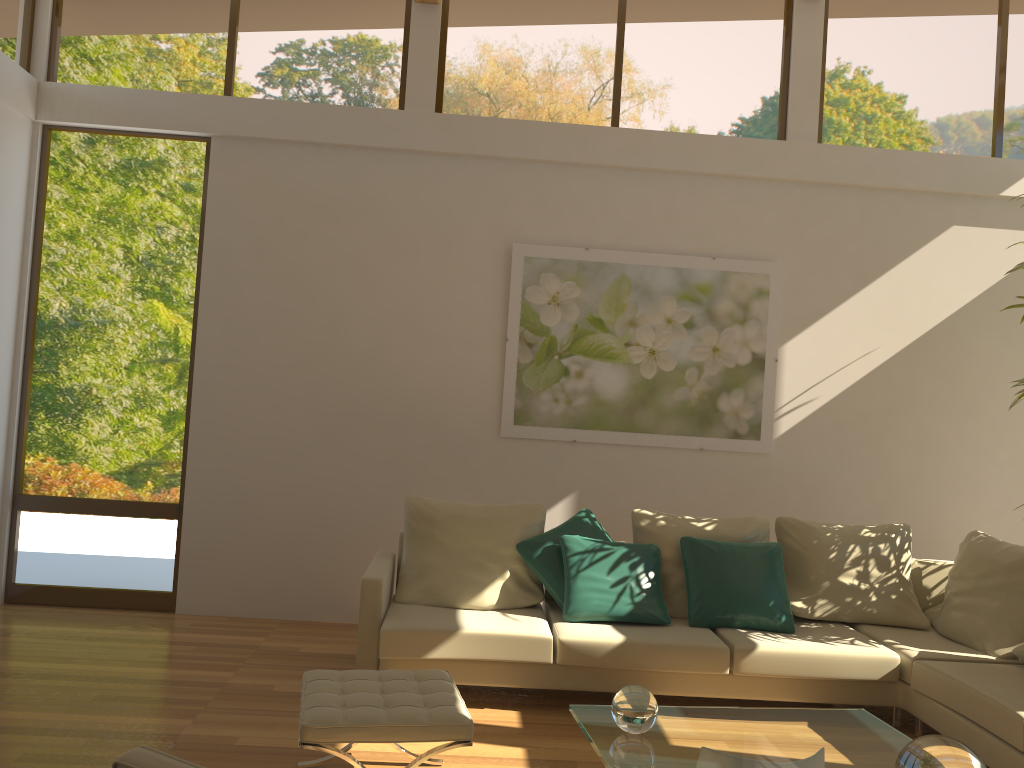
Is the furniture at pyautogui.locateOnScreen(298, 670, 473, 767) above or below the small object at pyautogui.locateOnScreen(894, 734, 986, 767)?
below

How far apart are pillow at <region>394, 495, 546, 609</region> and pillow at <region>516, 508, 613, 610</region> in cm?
4

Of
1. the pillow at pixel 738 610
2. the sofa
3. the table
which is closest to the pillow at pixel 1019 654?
the sofa

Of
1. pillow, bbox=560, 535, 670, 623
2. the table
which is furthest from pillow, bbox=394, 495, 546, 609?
the table

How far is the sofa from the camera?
4.0 meters

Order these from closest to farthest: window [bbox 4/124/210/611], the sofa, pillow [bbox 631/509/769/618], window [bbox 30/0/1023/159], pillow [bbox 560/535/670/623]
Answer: the sofa → pillow [bbox 560/535/670/623] → pillow [bbox 631/509/769/618] → window [bbox 4/124/210/611] → window [bbox 30/0/1023/159]

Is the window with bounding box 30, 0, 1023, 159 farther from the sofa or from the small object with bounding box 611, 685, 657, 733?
the small object with bounding box 611, 685, 657, 733

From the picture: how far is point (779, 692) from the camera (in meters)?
4.36

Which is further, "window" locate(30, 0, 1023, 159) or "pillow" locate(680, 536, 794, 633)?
"window" locate(30, 0, 1023, 159)

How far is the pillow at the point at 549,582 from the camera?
4.8m
